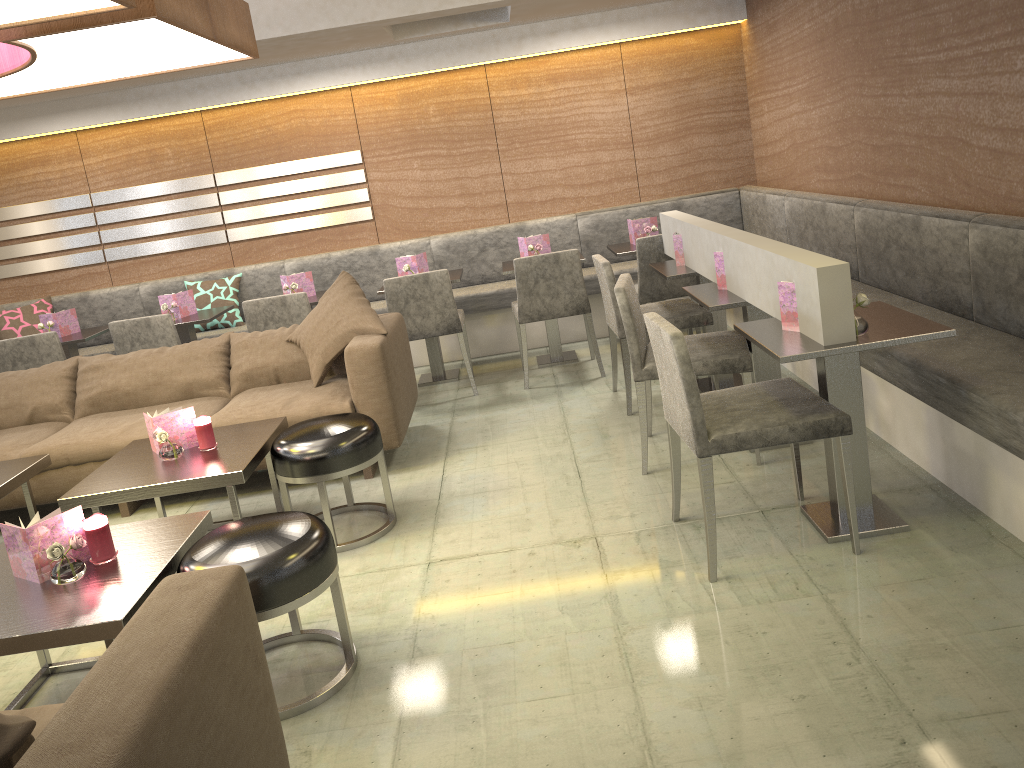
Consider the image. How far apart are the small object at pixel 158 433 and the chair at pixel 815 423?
1.84m

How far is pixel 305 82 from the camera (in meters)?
5.94

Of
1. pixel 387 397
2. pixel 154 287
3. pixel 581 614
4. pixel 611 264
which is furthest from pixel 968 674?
pixel 154 287

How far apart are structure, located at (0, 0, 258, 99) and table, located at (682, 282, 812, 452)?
2.0m

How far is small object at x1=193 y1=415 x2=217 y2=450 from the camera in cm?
340

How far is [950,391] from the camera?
2.7 meters

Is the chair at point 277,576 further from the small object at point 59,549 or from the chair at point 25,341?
the chair at point 25,341

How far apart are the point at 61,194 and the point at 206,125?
1.2 meters

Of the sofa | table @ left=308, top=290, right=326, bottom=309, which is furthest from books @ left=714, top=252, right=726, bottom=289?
table @ left=308, top=290, right=326, bottom=309

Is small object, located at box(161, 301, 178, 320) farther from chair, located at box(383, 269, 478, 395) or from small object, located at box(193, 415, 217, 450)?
small object, located at box(193, 415, 217, 450)
